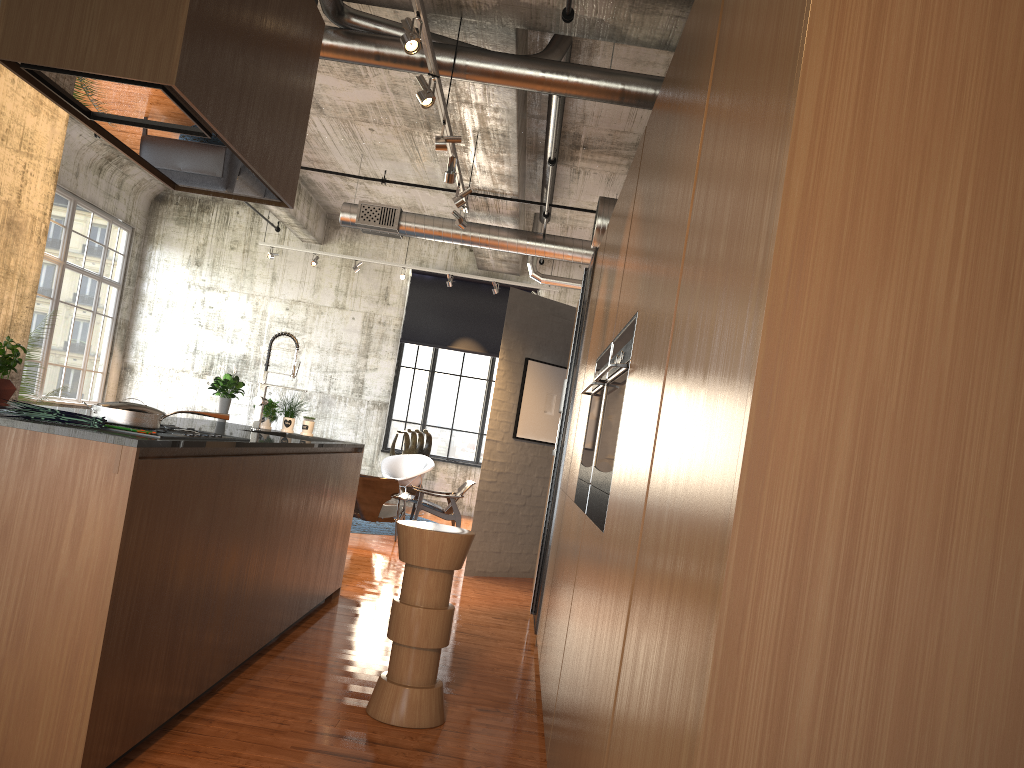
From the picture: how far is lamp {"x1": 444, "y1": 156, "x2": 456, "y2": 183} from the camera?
7.7m

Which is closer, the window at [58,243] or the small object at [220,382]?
the small object at [220,382]

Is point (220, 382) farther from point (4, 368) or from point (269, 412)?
point (4, 368)

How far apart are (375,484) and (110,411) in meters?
7.8

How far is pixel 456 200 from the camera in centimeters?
848cm

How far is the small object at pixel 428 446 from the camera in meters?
16.3

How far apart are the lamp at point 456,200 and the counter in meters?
2.8

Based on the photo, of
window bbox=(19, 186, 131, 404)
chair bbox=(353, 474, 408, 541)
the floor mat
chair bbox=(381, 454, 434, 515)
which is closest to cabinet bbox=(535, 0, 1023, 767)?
chair bbox=(353, 474, 408, 541)

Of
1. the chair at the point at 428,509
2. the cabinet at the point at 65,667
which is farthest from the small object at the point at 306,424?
the chair at the point at 428,509

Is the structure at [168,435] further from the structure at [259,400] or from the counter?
the structure at [259,400]
